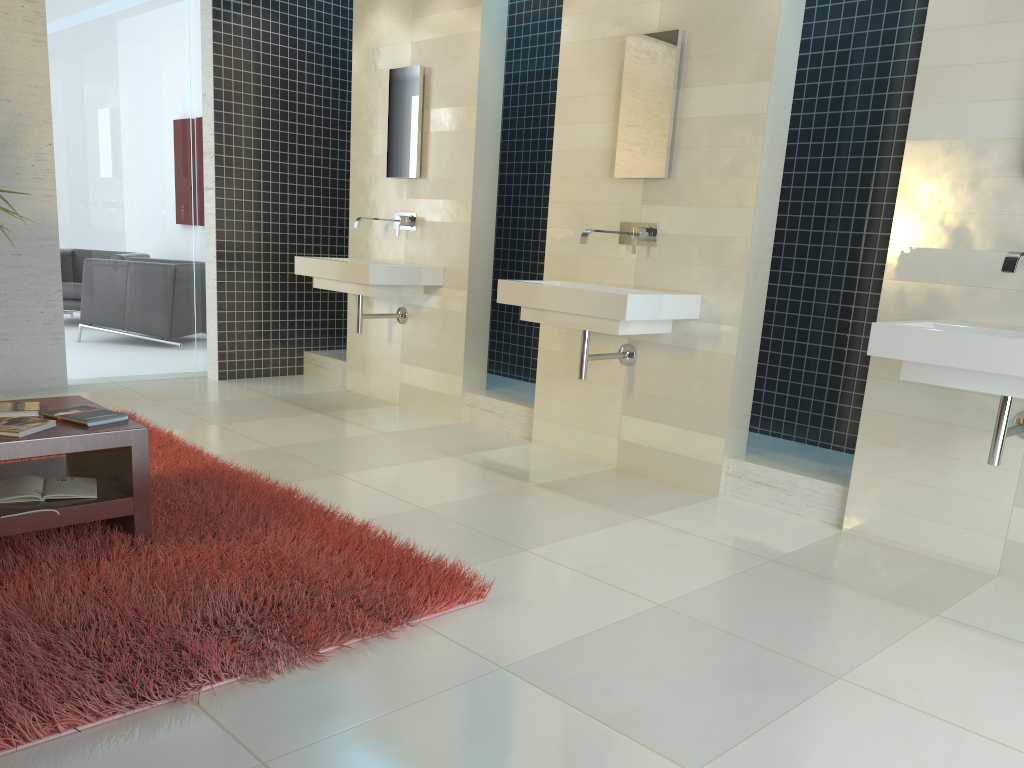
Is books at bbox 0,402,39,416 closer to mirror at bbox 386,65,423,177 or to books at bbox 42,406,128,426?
books at bbox 42,406,128,426

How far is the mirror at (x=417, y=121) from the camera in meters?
5.7 m

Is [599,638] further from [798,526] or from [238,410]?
[238,410]

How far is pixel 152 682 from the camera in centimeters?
214cm

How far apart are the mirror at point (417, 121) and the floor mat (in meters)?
2.33

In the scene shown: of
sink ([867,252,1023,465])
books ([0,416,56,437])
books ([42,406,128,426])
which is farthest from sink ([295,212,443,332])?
sink ([867,252,1023,465])

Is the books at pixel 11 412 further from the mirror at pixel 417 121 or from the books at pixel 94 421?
the mirror at pixel 417 121

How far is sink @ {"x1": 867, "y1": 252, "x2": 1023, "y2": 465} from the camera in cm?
290

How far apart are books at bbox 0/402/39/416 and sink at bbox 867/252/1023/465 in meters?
3.0 m

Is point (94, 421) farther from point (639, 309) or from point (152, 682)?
point (639, 309)
